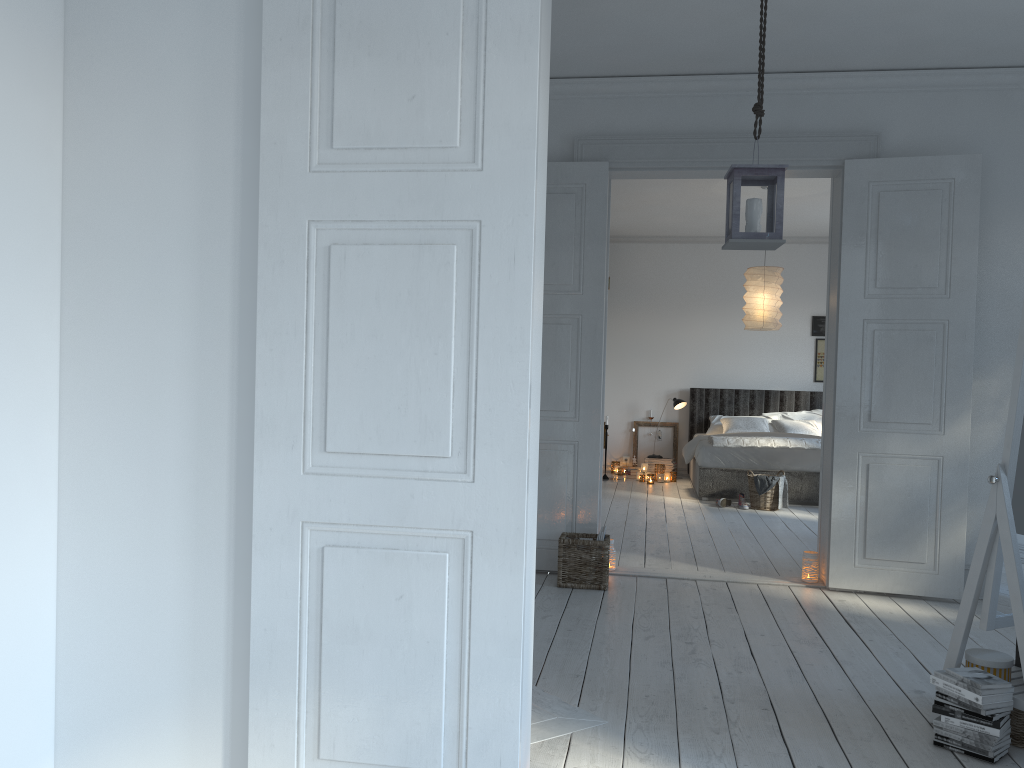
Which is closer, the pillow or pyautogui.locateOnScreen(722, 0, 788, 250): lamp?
pyautogui.locateOnScreen(722, 0, 788, 250): lamp

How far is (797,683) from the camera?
3.33m

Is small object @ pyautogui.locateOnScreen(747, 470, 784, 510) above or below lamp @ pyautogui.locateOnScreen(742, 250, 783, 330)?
below

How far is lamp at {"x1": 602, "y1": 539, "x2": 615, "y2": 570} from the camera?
5.1m

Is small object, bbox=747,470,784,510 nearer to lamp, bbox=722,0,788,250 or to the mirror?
lamp, bbox=722,0,788,250

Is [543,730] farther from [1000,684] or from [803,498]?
[803,498]

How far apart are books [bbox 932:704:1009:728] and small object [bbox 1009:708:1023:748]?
0.09m

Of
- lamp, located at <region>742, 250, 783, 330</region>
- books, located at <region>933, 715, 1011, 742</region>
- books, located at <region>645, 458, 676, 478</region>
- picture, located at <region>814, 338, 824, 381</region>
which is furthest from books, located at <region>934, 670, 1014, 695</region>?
picture, located at <region>814, 338, 824, 381</region>

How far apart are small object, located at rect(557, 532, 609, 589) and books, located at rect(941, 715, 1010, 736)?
2.12m

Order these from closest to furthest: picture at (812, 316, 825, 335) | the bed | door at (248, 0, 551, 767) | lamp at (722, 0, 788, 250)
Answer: door at (248, 0, 551, 767)
lamp at (722, 0, 788, 250)
the bed
picture at (812, 316, 825, 335)
